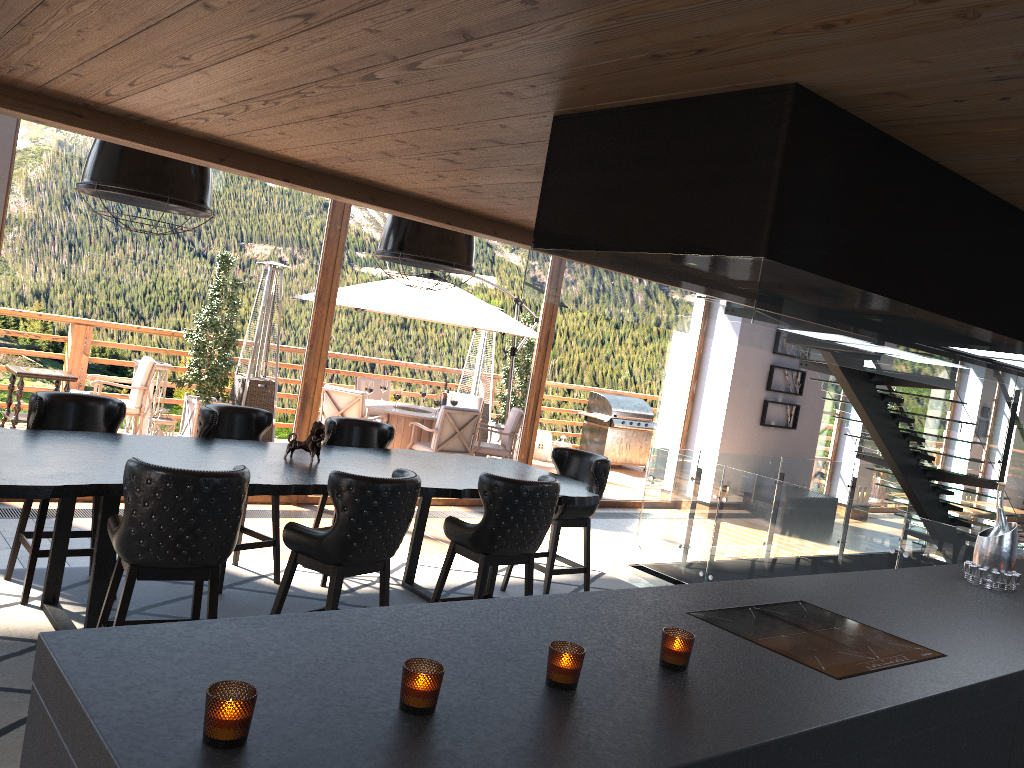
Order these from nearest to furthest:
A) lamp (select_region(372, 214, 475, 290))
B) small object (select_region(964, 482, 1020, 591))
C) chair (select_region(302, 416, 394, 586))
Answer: small object (select_region(964, 482, 1020, 591)), lamp (select_region(372, 214, 475, 290)), chair (select_region(302, 416, 394, 586))

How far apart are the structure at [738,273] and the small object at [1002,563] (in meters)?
0.43

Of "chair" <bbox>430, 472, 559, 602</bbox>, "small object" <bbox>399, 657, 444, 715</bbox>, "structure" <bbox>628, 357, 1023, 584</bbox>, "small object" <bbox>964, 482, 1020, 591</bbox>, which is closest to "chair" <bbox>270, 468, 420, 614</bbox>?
"chair" <bbox>430, 472, 559, 602</bbox>

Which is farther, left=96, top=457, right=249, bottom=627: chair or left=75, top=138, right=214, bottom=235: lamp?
left=75, top=138, right=214, bottom=235: lamp

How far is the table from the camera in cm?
379

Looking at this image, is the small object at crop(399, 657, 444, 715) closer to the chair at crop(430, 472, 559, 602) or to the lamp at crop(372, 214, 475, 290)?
the chair at crop(430, 472, 559, 602)

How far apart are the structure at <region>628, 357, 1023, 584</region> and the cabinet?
1.34m

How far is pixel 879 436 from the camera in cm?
870

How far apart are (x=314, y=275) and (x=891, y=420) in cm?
577

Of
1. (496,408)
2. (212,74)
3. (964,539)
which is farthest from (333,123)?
(496,408)
